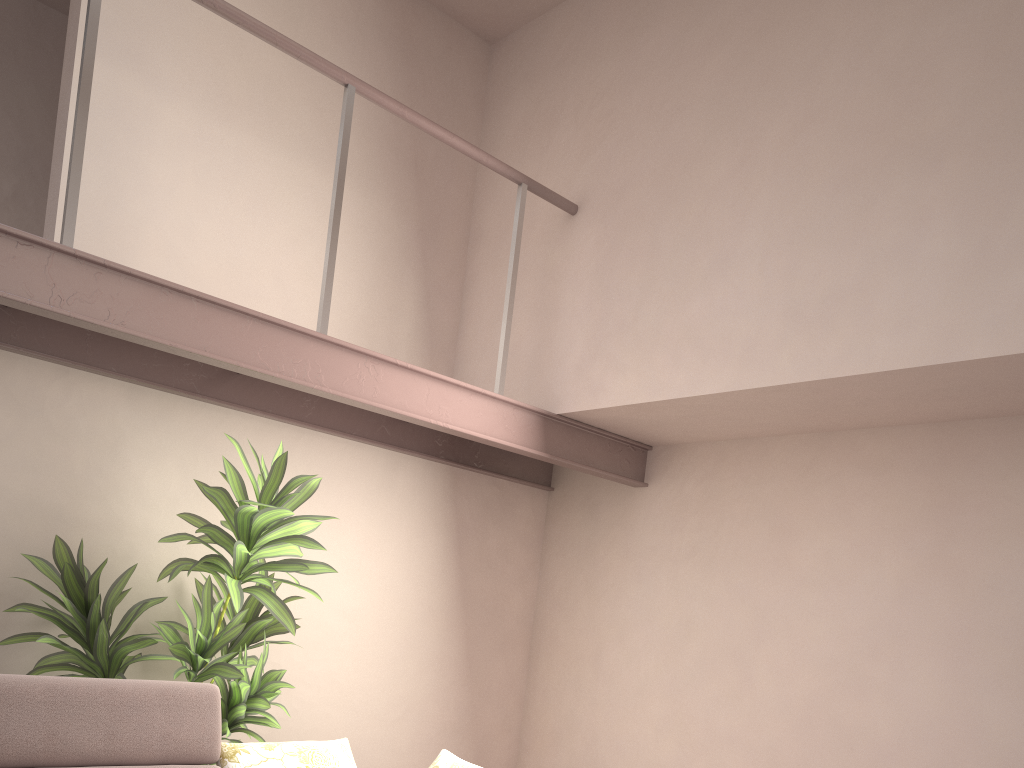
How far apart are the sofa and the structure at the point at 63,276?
1.1 meters

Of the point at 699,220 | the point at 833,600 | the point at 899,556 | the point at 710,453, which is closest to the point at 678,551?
the point at 710,453

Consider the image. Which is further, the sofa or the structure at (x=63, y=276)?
the structure at (x=63, y=276)

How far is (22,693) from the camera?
2.6m

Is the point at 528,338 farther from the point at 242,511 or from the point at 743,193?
the point at 242,511

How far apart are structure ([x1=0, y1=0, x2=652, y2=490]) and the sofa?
1.14m

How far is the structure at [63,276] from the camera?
2.7m

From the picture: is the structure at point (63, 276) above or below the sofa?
above

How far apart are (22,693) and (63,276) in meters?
1.3 m

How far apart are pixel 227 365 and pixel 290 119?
1.7 meters
